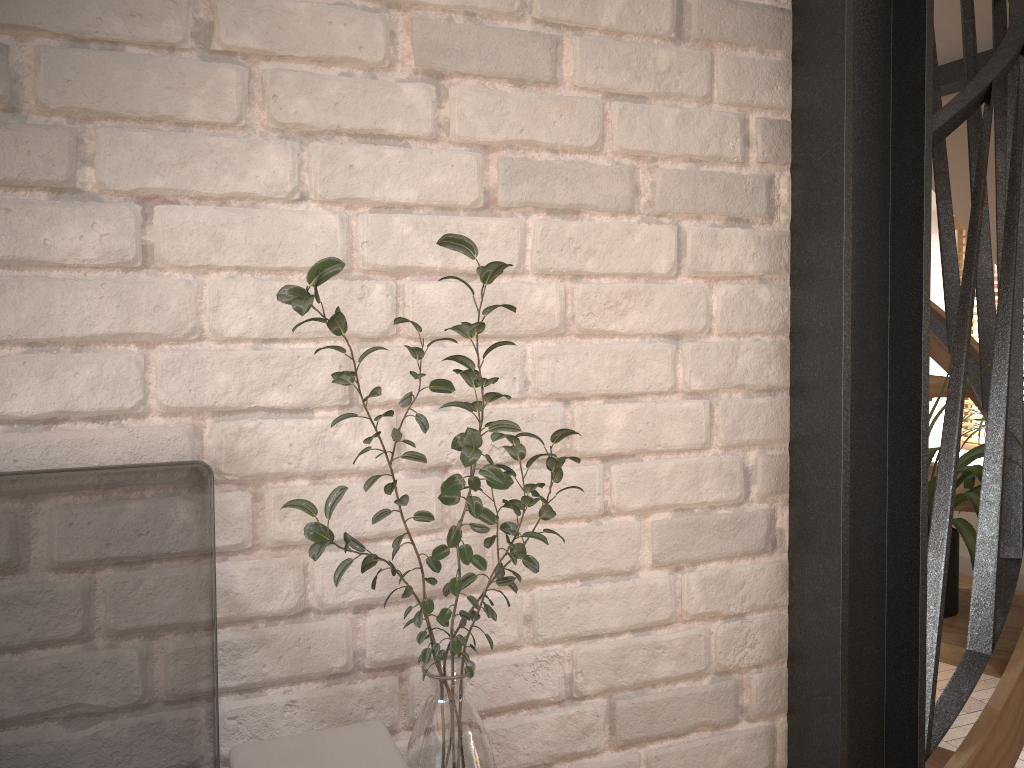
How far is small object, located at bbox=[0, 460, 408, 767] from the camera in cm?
81

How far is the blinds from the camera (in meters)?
5.78

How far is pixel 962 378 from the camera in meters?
1.5

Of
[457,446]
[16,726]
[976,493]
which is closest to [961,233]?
[976,493]

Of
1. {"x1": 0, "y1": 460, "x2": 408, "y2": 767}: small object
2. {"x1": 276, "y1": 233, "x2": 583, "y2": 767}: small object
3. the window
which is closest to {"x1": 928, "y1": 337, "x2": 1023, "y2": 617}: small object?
{"x1": 276, "y1": 233, "x2": 583, "y2": 767}: small object

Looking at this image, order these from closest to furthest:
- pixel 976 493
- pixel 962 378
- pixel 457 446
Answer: pixel 457 446 < pixel 962 378 < pixel 976 493

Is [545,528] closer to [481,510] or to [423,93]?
[481,510]

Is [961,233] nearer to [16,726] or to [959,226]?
[959,226]

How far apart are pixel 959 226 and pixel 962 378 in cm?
487

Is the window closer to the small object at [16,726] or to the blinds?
the blinds
